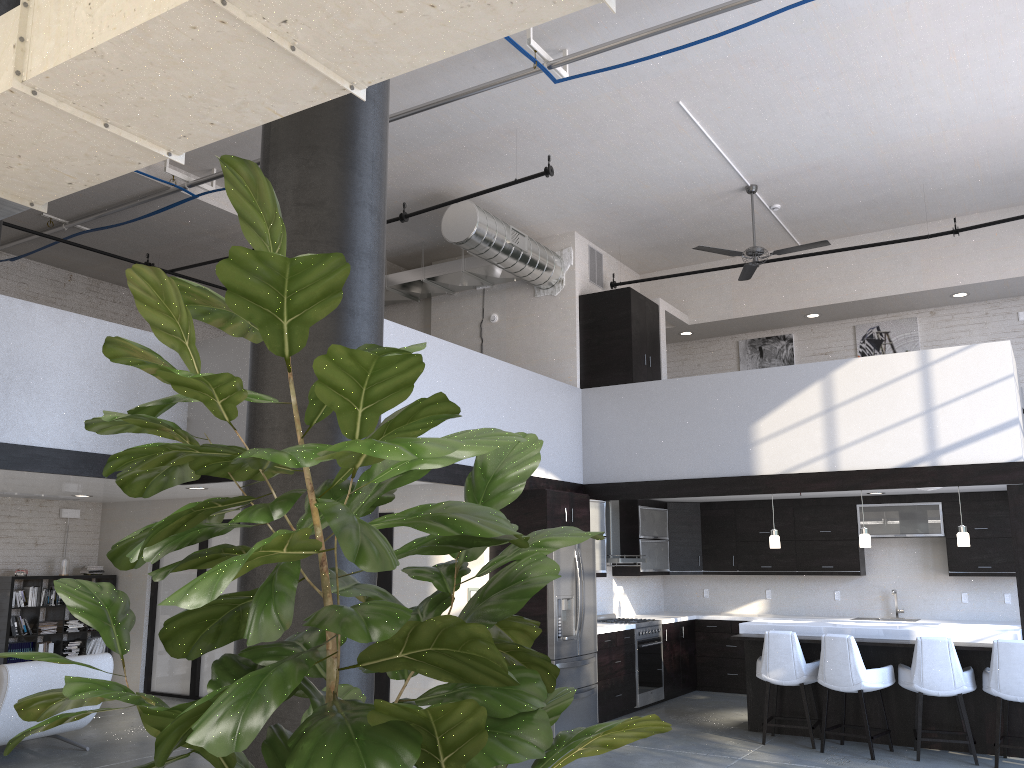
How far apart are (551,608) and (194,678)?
4.72m

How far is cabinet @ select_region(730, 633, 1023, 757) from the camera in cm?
713

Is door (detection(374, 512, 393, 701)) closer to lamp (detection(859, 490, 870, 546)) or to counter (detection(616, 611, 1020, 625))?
counter (detection(616, 611, 1020, 625))

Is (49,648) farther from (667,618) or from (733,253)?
(733,253)

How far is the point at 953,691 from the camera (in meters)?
6.85

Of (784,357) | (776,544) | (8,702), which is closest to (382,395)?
(8,702)

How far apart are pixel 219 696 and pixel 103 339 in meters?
7.5

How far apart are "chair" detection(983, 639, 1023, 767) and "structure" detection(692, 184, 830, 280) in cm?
400

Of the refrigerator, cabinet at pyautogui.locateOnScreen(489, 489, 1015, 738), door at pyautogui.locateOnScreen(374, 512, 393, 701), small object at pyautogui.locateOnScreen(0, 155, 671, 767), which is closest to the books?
door at pyautogui.locateOnScreen(374, 512, 393, 701)

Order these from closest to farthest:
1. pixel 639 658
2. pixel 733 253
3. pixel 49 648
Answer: pixel 733 253, pixel 639 658, pixel 49 648
